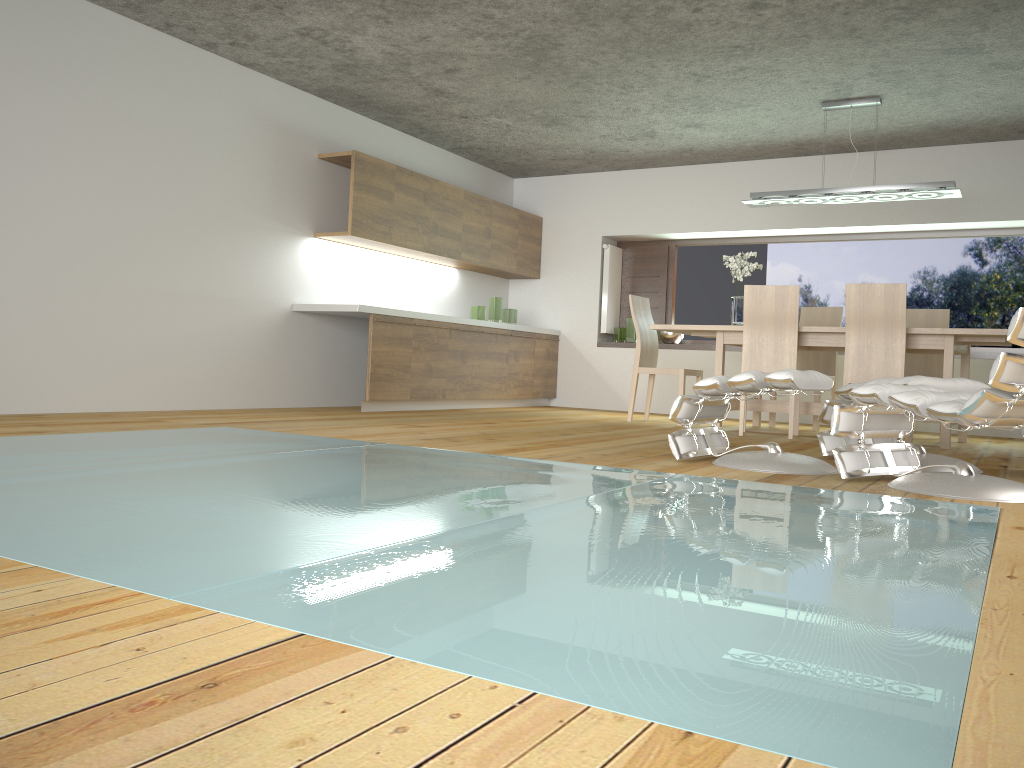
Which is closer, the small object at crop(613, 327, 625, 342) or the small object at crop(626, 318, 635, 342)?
the small object at crop(626, 318, 635, 342)

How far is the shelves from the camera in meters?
7.4 m

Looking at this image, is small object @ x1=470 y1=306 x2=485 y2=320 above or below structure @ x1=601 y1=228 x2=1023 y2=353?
below

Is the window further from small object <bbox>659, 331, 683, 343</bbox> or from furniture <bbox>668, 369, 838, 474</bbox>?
furniture <bbox>668, 369, 838, 474</bbox>

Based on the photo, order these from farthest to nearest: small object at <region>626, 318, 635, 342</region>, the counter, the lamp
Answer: small object at <region>626, 318, 635, 342</region>, the counter, the lamp

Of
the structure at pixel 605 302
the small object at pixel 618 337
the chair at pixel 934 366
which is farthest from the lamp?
the small object at pixel 618 337

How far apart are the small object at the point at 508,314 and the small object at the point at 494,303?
0.1m

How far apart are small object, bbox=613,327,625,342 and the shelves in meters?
3.2 m

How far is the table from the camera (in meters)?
5.57

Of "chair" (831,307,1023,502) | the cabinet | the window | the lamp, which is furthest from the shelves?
"chair" (831,307,1023,502)
